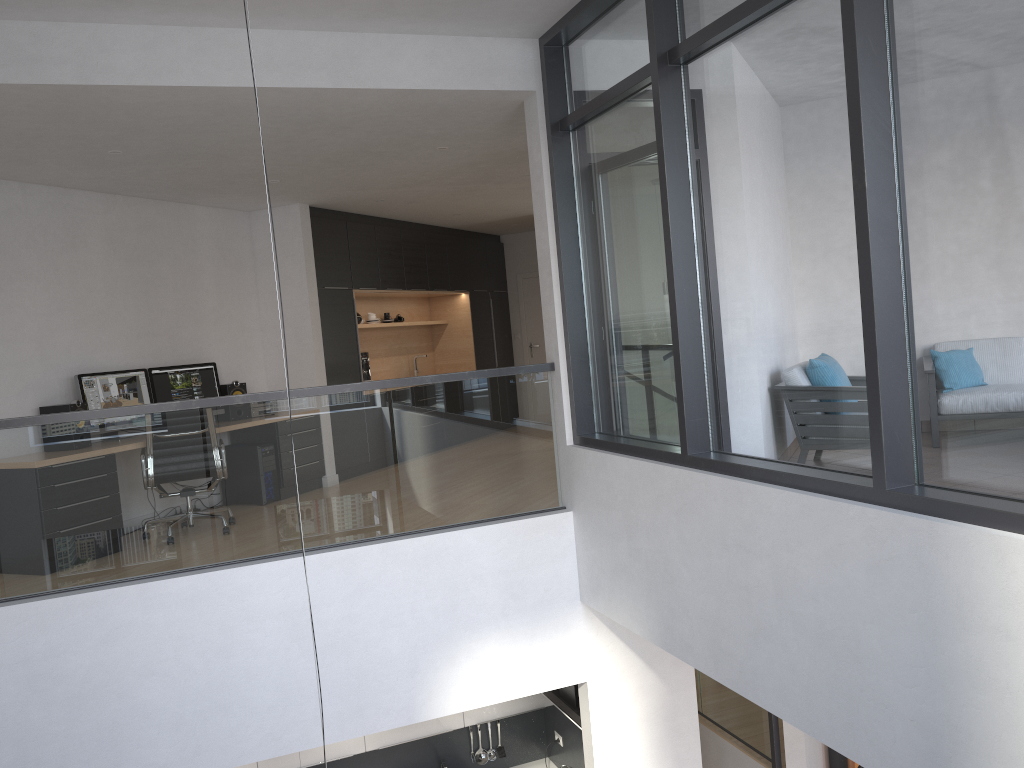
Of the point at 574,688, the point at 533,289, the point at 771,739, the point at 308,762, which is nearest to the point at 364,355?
the point at 533,289

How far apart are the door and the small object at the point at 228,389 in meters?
5.2

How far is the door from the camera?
12.38m

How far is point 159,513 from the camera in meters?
4.6 m

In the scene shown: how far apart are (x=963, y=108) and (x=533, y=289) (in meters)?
9.77

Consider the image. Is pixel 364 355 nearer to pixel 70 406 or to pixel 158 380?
pixel 158 380

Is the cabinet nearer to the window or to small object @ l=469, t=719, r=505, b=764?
small object @ l=469, t=719, r=505, b=764

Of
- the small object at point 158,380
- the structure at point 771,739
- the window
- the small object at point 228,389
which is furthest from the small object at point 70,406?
the structure at point 771,739

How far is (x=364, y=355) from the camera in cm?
937

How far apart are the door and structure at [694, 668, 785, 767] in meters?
5.0 m
